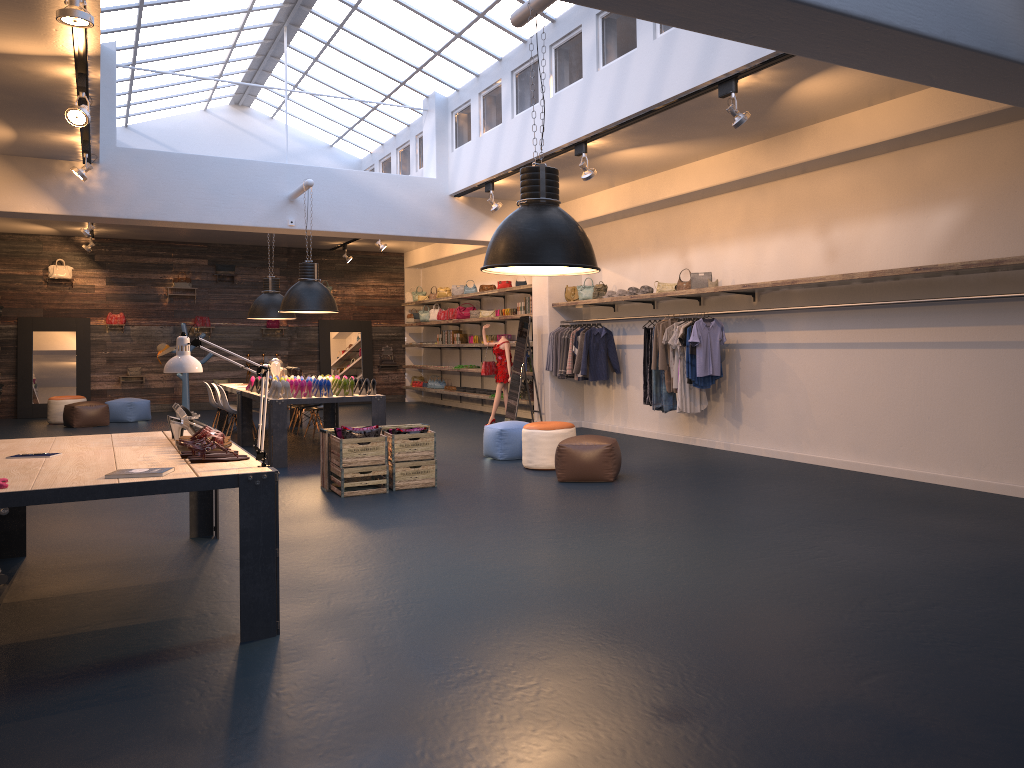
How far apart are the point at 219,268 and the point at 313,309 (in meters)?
A: 9.49

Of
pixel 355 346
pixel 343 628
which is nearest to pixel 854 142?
pixel 343 628

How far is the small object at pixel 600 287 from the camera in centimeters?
1259cm

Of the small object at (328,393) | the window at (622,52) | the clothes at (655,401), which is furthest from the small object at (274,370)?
the clothes at (655,401)

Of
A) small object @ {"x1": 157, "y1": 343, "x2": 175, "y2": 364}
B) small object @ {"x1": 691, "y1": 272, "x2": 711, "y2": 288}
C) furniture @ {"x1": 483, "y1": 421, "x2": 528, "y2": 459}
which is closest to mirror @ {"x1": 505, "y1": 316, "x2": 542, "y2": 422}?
furniture @ {"x1": 483, "y1": 421, "x2": 528, "y2": 459}

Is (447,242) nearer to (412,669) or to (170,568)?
(170,568)

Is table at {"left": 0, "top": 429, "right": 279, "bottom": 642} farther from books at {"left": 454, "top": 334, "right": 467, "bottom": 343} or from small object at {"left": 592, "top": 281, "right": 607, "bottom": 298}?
books at {"left": 454, "top": 334, "right": 467, "bottom": 343}

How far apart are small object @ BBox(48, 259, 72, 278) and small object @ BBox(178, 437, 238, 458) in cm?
1544

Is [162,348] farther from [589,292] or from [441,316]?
[589,292]

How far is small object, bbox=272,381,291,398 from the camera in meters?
10.0
